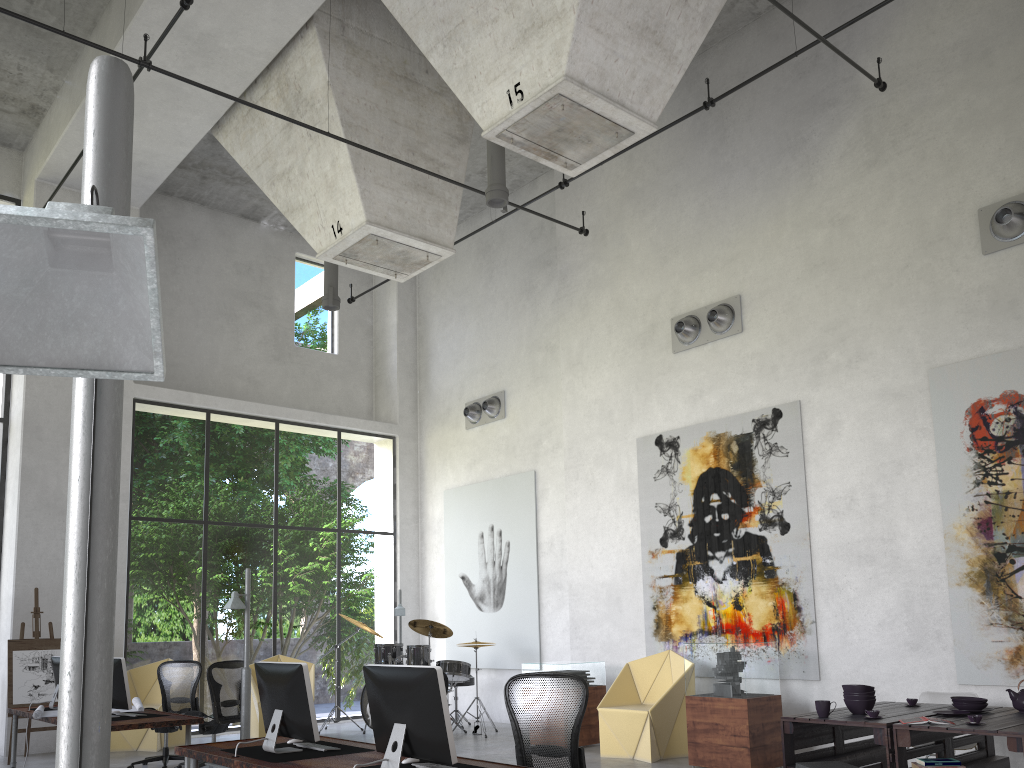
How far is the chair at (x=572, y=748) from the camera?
4.90m

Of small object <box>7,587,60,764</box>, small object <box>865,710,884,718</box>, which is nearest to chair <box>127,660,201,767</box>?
small object <box>7,587,60,764</box>

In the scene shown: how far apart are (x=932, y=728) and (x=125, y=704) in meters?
6.5

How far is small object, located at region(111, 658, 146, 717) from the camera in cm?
Answer: 780

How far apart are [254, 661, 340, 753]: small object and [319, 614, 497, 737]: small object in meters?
6.1

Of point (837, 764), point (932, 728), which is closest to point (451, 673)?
point (837, 764)

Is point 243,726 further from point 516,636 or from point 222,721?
point 516,636

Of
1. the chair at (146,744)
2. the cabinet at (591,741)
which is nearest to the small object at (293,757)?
the cabinet at (591,741)

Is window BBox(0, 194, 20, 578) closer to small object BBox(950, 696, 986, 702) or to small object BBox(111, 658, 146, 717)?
small object BBox(111, 658, 146, 717)

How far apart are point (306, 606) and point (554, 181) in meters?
22.6
